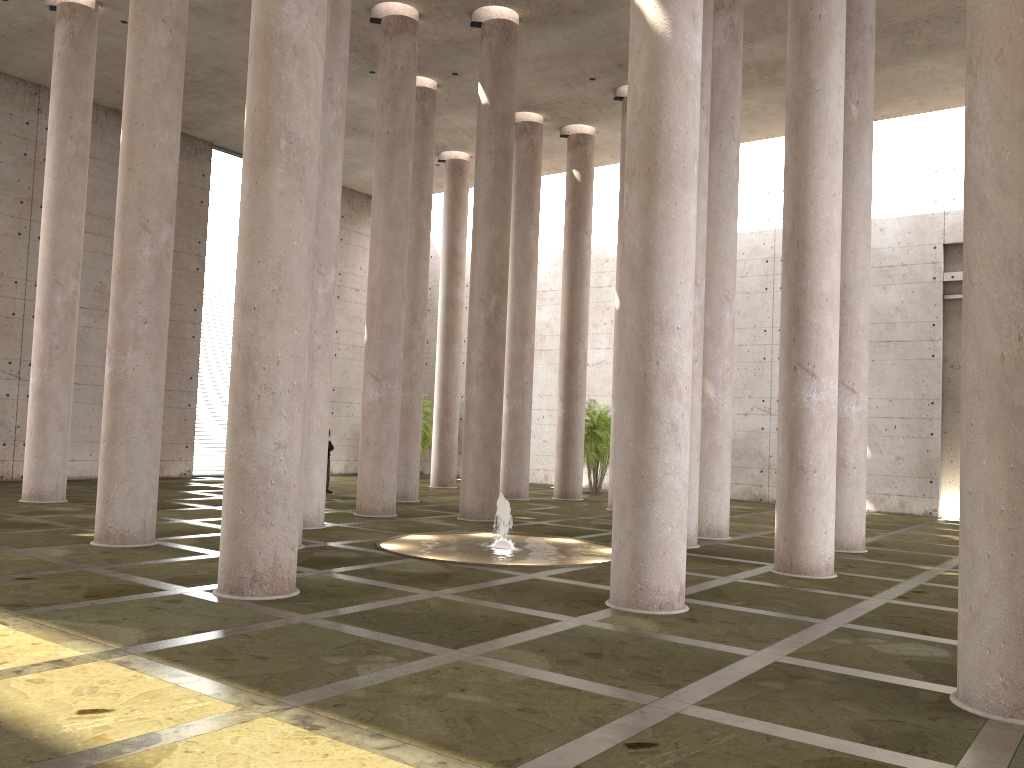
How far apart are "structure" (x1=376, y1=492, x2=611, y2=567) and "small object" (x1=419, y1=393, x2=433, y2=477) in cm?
1657

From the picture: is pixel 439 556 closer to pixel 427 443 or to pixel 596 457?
pixel 596 457

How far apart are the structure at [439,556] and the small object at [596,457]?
11.6m

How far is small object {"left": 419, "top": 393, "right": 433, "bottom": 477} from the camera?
32.03m

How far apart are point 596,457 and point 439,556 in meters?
14.8

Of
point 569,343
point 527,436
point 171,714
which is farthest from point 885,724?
point 569,343

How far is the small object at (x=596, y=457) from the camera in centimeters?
2699cm

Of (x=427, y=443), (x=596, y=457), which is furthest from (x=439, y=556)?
(x=427, y=443)

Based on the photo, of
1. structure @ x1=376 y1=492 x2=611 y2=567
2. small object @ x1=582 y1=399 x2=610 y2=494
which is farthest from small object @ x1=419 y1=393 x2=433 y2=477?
structure @ x1=376 y1=492 x2=611 y2=567

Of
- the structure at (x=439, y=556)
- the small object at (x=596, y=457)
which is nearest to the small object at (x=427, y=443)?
the small object at (x=596, y=457)
